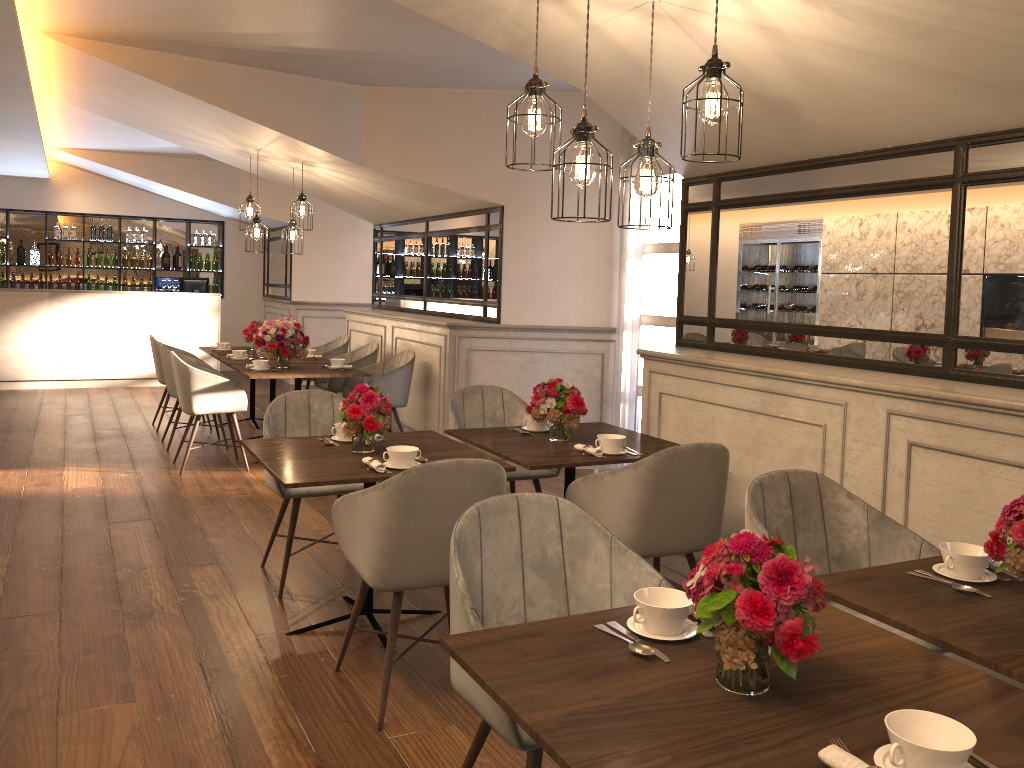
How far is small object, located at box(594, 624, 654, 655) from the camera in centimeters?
175cm

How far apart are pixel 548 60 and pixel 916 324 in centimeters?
182cm

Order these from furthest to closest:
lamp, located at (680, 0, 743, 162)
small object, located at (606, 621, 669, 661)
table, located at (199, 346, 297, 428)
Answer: table, located at (199, 346, 297, 428) < lamp, located at (680, 0, 743, 162) < small object, located at (606, 621, 669, 661)

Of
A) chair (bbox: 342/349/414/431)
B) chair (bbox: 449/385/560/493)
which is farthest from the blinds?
chair (bbox: 449/385/560/493)

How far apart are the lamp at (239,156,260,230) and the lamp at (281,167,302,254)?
0.4m

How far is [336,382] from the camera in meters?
7.7

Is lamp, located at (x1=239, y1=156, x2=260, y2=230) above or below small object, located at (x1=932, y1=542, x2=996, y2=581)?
above

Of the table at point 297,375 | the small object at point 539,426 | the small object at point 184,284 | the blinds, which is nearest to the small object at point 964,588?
the small object at point 539,426

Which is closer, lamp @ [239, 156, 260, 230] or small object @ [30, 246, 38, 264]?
lamp @ [239, 156, 260, 230]

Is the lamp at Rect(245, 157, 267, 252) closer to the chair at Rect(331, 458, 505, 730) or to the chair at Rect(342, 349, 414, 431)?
the chair at Rect(342, 349, 414, 431)
